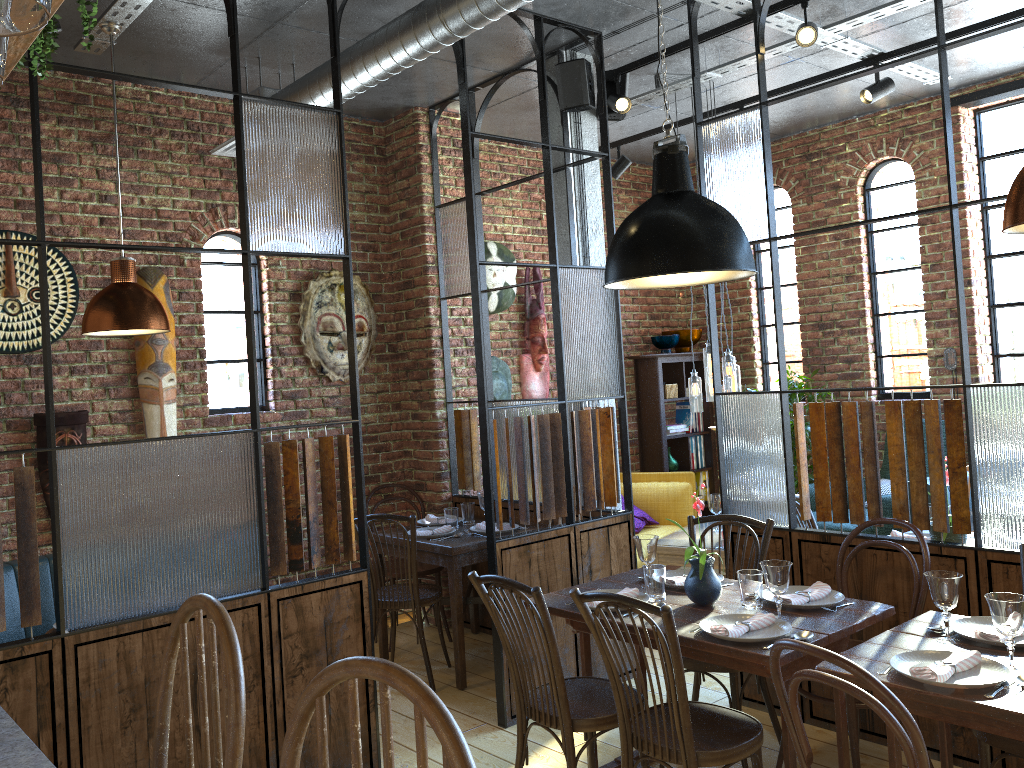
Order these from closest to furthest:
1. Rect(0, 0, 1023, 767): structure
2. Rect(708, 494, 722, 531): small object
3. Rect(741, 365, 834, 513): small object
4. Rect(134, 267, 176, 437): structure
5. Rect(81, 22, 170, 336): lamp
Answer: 1. Rect(0, 0, 1023, 767): structure
2. Rect(81, 22, 170, 336): lamp
3. Rect(134, 267, 176, 437): structure
4. Rect(708, 494, 722, 531): small object
5. Rect(741, 365, 834, 513): small object

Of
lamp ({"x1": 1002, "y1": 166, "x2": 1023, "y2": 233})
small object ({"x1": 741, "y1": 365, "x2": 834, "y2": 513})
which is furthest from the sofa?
lamp ({"x1": 1002, "y1": 166, "x2": 1023, "y2": 233})

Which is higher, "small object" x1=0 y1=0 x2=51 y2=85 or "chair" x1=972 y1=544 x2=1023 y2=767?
"small object" x1=0 y1=0 x2=51 y2=85

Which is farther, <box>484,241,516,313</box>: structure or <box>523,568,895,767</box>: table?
<box>484,241,516,313</box>: structure

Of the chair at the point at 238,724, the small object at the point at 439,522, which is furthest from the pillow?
the chair at the point at 238,724

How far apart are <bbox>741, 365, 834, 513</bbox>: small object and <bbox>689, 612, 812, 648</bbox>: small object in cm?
398

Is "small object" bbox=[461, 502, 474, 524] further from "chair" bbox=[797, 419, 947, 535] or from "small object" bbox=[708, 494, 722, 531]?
"chair" bbox=[797, 419, 947, 535]

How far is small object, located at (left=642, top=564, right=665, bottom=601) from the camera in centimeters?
321cm

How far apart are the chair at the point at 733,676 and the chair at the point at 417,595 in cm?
135

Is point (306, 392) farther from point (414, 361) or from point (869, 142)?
point (869, 142)
